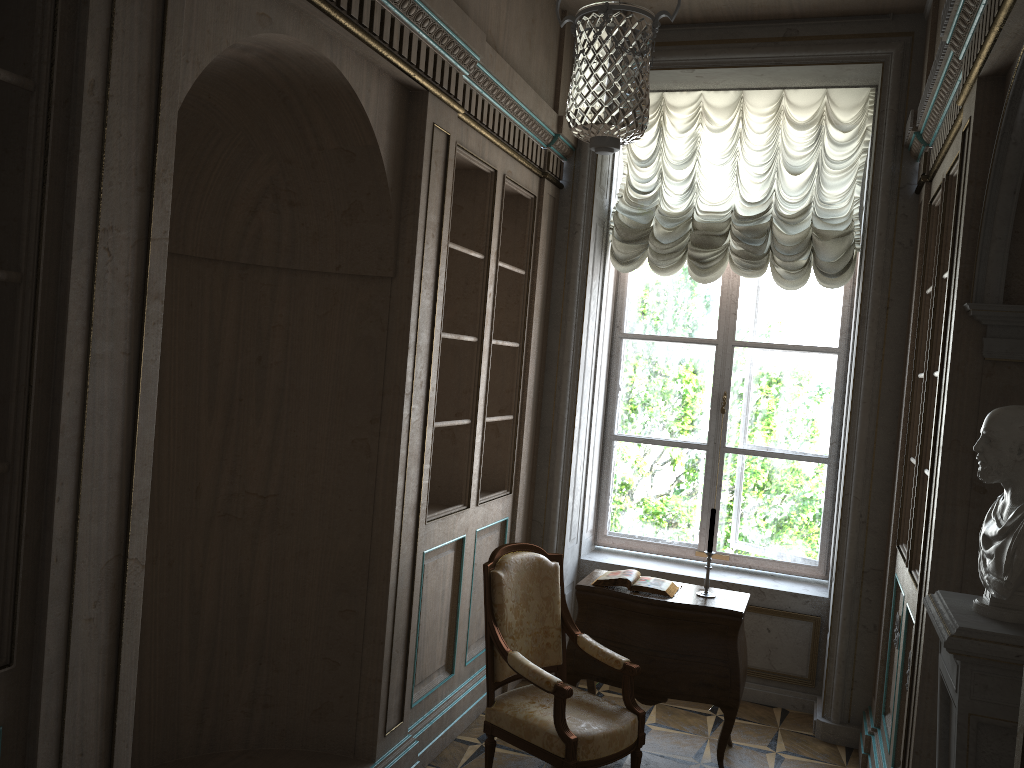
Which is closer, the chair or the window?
the chair

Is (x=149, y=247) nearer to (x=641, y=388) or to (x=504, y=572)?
(x=504, y=572)

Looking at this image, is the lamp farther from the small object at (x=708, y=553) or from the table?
the table

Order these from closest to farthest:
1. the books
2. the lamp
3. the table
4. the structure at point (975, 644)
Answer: the structure at point (975, 644) < the lamp < the table < the books

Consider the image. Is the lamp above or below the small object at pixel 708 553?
above

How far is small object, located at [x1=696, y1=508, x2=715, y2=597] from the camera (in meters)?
4.33

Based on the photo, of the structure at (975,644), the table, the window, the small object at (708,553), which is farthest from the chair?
the window

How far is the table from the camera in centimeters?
413cm

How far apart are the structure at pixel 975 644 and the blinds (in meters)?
2.85

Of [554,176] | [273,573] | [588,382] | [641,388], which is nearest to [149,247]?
[273,573]
